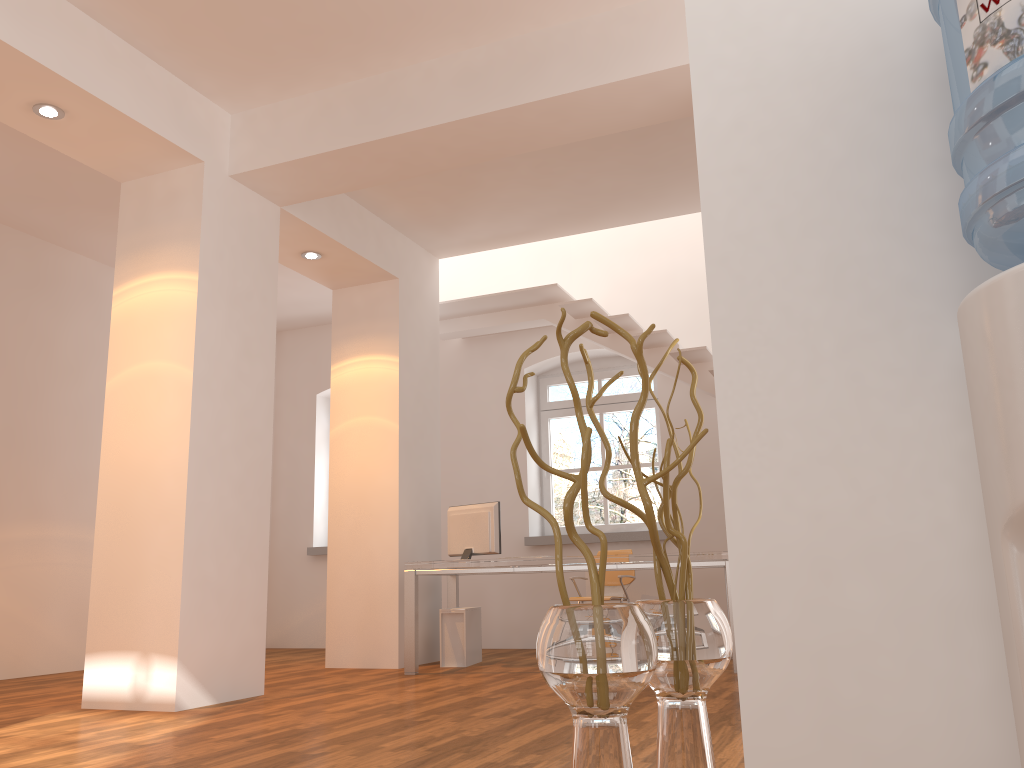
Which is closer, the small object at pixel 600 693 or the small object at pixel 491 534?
the small object at pixel 600 693

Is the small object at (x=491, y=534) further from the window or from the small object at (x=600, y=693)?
the small object at (x=600, y=693)

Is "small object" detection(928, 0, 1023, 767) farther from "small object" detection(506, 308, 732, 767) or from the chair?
the chair

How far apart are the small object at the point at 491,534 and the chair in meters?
1.2

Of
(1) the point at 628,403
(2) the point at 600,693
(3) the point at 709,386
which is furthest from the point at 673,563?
(2) the point at 600,693

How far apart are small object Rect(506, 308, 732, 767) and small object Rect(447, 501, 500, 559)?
4.6m

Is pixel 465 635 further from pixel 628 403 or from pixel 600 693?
pixel 600 693

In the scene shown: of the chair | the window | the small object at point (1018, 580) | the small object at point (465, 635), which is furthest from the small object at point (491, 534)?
the small object at point (1018, 580)

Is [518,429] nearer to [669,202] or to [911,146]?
[911,146]

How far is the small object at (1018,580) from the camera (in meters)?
0.94
